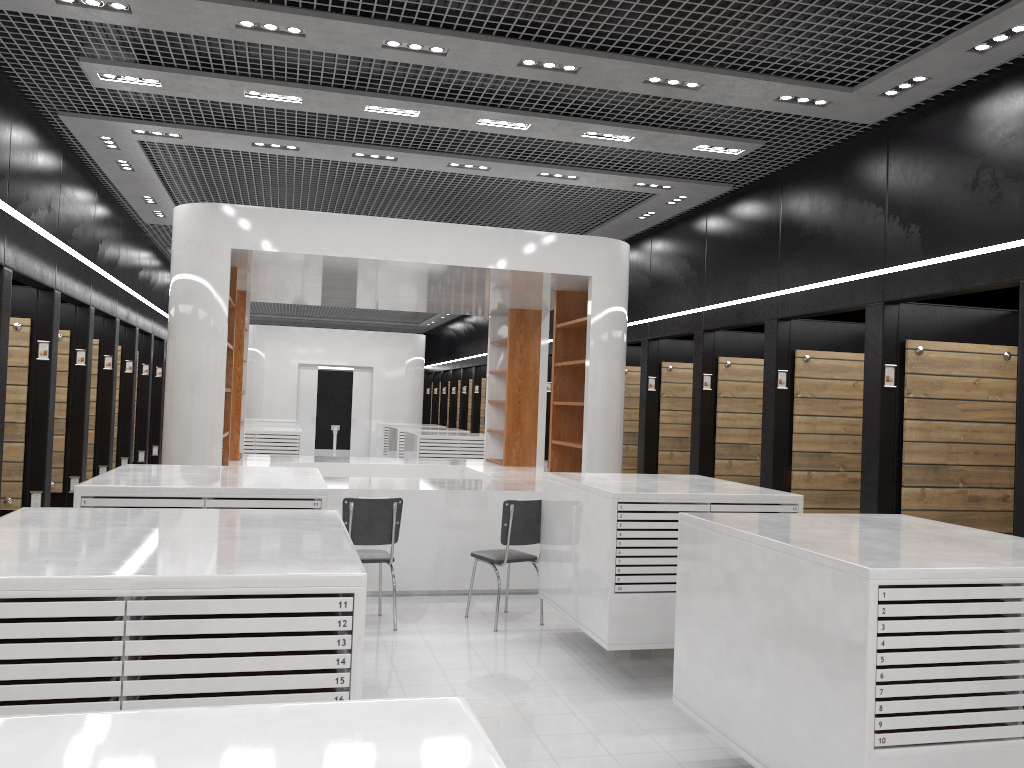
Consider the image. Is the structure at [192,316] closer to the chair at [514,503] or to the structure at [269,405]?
the chair at [514,503]

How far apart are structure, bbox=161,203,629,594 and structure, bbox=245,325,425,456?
8.99m

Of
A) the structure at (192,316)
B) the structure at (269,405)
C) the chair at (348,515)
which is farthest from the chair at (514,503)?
the structure at (269,405)

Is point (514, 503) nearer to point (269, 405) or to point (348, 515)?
point (348, 515)

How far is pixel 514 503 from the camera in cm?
676

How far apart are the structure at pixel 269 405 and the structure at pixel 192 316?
9.0 meters

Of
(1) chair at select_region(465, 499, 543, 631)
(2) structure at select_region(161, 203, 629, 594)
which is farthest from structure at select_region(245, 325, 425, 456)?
(1) chair at select_region(465, 499, 543, 631)

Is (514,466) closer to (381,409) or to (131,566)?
(131,566)

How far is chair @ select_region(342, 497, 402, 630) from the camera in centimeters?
651cm

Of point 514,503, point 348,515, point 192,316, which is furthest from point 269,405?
point 514,503
